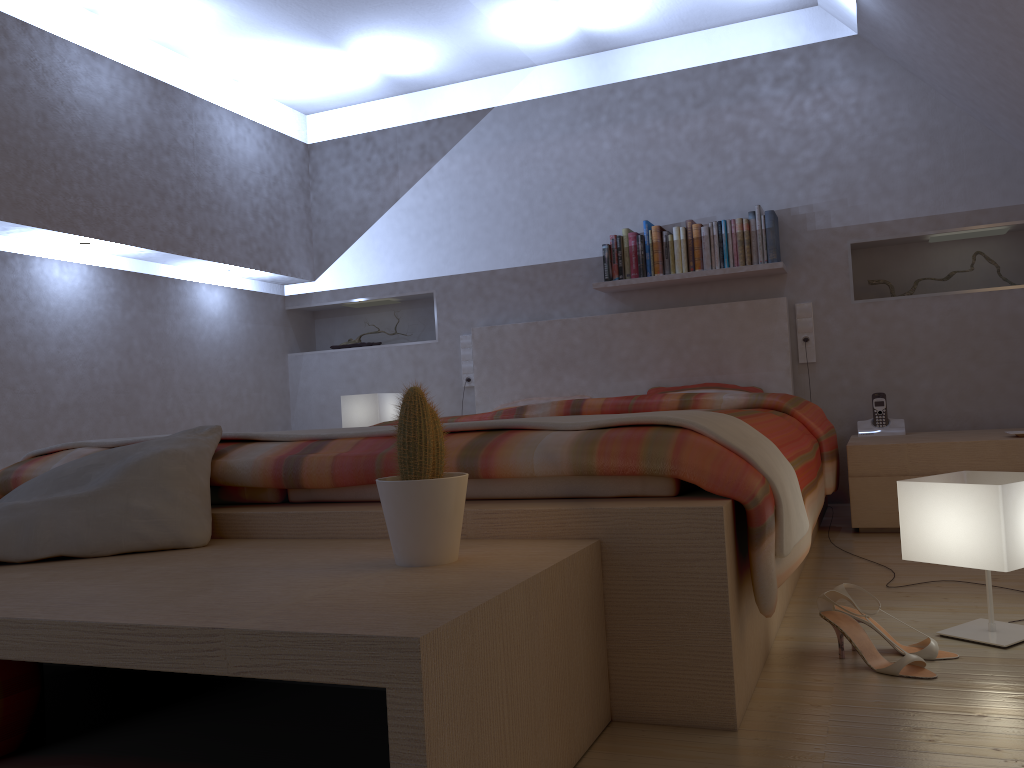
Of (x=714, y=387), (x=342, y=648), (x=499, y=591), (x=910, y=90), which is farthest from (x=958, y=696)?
(x=910, y=90)

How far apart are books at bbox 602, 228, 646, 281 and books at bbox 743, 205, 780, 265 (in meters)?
0.50

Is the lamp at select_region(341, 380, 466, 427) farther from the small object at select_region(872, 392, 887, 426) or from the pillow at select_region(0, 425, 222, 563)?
the pillow at select_region(0, 425, 222, 563)

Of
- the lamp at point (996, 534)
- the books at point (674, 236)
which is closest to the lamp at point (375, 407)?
the books at point (674, 236)

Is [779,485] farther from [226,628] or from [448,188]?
[448,188]

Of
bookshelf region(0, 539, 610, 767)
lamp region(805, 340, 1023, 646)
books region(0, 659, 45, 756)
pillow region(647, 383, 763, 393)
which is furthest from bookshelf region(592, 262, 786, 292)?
books region(0, 659, 45, 756)

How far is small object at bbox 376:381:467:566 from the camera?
1.3 meters

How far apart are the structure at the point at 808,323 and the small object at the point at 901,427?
0.4 meters

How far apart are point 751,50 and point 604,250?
1.2 meters

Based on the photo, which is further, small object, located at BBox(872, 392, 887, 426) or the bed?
small object, located at BBox(872, 392, 887, 426)
